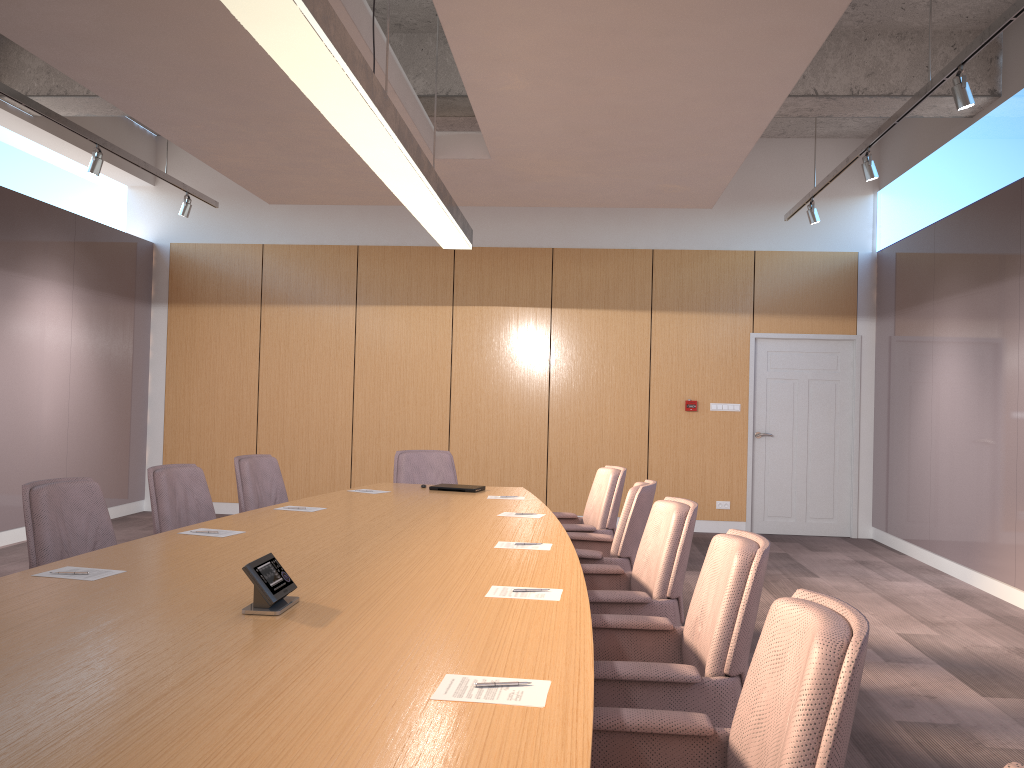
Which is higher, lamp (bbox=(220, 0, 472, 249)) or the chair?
lamp (bbox=(220, 0, 472, 249))

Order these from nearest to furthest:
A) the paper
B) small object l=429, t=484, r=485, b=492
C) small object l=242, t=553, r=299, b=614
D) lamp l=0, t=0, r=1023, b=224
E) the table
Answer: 1. the table
2. the paper
3. small object l=242, t=553, r=299, b=614
4. lamp l=0, t=0, r=1023, b=224
5. small object l=429, t=484, r=485, b=492

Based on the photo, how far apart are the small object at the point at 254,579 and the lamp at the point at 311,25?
1.5 meters

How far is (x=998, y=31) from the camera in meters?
4.2 m

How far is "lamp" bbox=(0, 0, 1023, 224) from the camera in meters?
4.2

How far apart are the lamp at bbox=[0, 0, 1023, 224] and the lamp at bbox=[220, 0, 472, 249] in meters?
2.7 m

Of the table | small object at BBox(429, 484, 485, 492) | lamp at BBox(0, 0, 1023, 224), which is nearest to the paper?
the table

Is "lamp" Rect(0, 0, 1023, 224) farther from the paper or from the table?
the paper

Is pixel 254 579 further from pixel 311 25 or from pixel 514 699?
pixel 311 25

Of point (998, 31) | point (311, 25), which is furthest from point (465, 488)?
point (998, 31)
